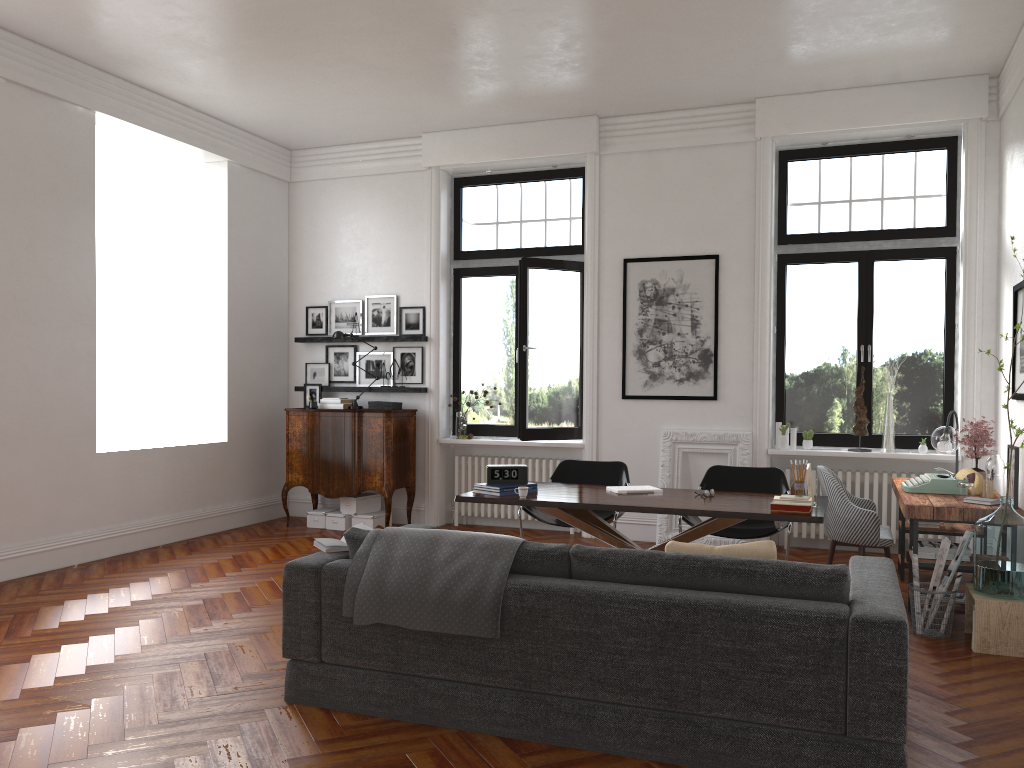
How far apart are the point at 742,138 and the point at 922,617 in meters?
4.5

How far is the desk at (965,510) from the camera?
5.3m

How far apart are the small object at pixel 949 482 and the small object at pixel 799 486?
1.38m

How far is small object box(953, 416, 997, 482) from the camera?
6.3m

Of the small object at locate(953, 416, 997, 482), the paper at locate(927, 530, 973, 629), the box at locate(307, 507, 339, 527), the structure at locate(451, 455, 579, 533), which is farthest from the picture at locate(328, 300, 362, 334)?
the paper at locate(927, 530, 973, 629)

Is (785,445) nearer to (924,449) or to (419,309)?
(924,449)

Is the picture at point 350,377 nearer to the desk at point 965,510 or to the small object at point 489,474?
the small object at point 489,474

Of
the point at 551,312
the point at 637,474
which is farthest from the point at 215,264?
the point at 637,474

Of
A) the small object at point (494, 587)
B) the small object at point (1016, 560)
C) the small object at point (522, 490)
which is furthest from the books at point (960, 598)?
the small object at point (494, 587)

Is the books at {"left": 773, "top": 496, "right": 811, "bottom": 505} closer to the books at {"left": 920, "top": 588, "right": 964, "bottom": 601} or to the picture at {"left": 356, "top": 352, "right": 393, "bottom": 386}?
the books at {"left": 920, "top": 588, "right": 964, "bottom": 601}
